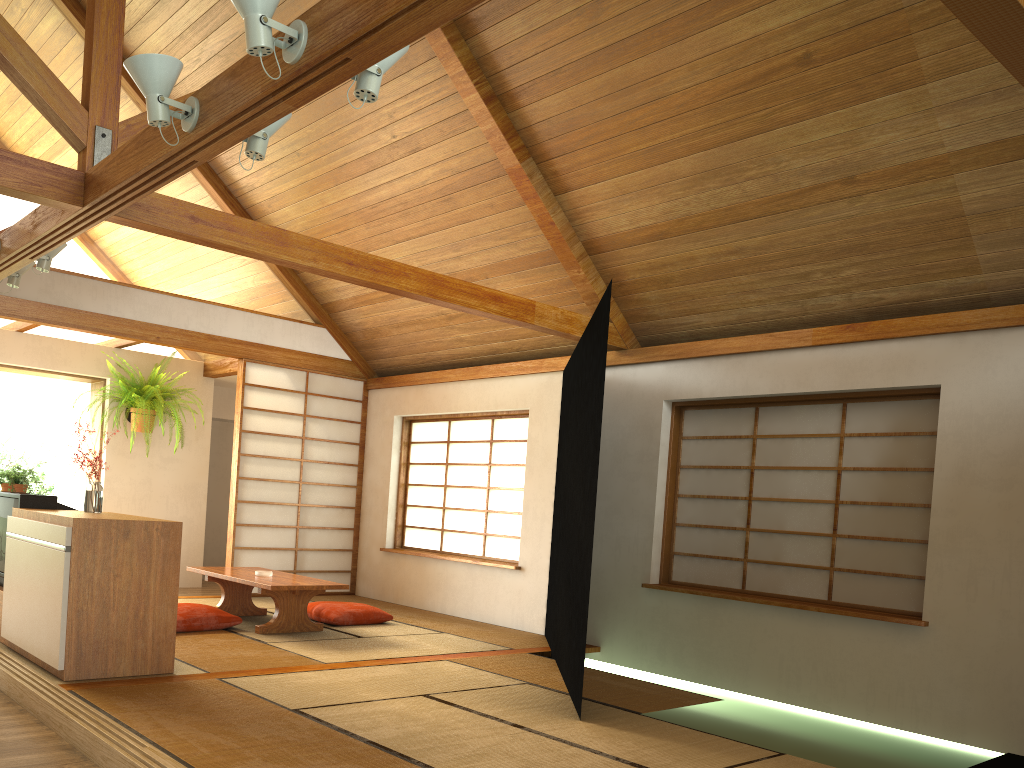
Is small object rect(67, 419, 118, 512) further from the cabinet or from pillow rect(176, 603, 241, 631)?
pillow rect(176, 603, 241, 631)

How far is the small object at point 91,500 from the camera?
4.47m

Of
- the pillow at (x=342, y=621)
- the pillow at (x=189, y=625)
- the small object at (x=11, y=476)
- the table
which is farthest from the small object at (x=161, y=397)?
the pillow at (x=189, y=625)

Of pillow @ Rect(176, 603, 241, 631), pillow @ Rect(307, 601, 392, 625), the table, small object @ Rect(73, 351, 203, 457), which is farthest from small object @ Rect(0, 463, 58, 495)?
pillow @ Rect(307, 601, 392, 625)

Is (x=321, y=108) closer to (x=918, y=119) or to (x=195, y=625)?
(x=195, y=625)

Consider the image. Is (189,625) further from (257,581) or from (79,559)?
(79,559)

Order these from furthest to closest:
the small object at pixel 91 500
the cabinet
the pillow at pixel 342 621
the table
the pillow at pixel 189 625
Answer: the pillow at pixel 342 621 < the table < the pillow at pixel 189 625 < the small object at pixel 91 500 < the cabinet

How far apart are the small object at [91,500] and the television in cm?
27

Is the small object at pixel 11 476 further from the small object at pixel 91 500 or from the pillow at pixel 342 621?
the pillow at pixel 342 621

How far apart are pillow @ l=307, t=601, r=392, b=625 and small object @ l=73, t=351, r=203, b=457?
2.4 meters
